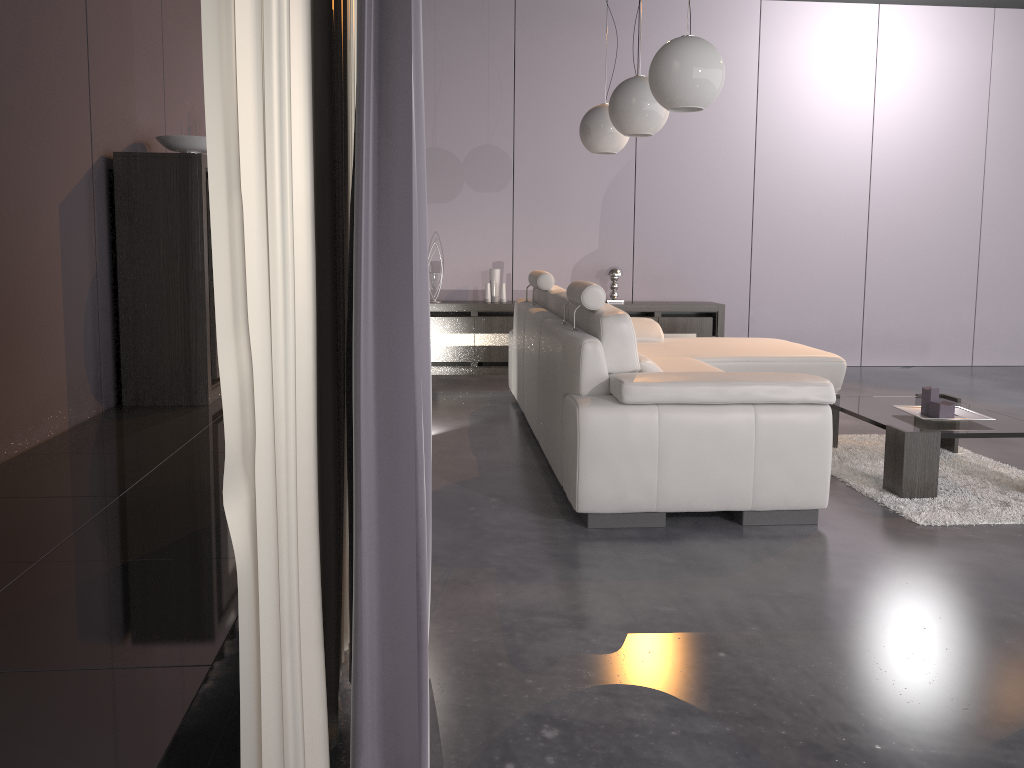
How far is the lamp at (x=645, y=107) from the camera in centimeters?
426cm

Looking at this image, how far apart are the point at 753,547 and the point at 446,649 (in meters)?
1.26

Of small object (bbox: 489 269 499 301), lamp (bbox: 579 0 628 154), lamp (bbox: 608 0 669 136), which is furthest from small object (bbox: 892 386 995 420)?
small object (bbox: 489 269 499 301)

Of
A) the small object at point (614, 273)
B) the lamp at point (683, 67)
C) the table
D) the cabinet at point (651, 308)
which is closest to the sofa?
the table

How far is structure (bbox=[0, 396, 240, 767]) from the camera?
1.32m

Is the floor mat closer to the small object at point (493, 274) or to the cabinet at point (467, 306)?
the cabinet at point (467, 306)

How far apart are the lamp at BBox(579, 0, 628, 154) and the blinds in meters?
3.0

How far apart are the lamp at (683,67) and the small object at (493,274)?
3.4 meters

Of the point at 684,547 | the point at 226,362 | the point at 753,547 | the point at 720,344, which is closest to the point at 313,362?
the point at 226,362

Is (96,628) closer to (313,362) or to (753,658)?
(313,362)
